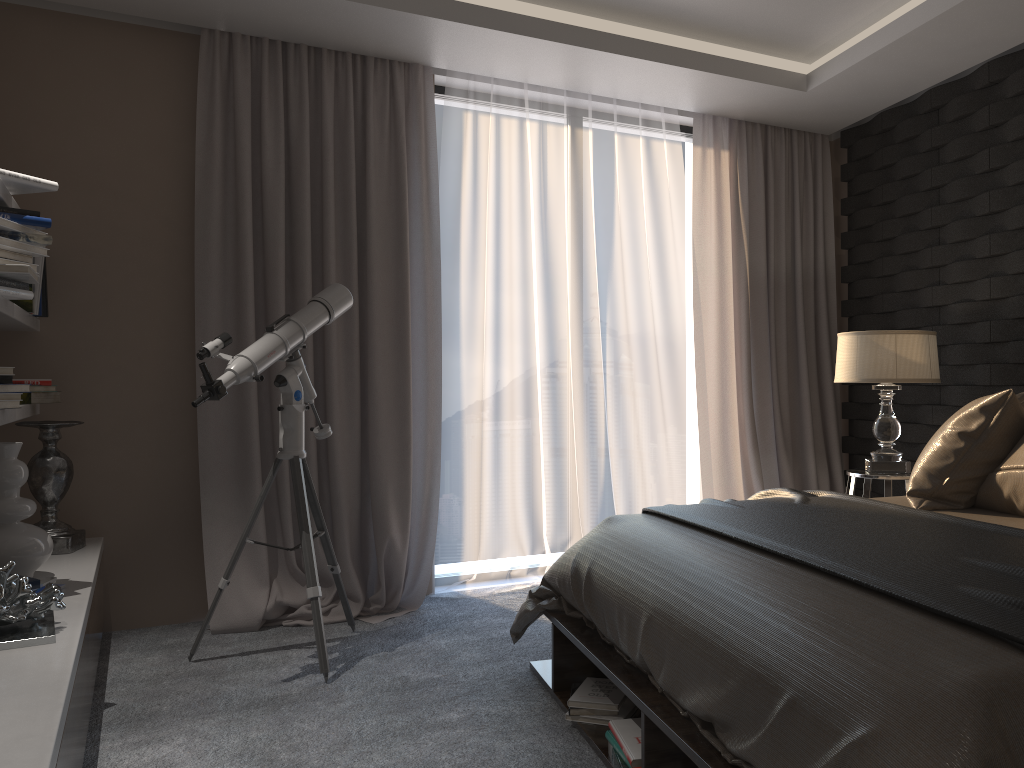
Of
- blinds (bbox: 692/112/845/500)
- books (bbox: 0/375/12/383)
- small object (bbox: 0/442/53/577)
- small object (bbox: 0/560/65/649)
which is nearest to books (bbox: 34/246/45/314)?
small object (bbox: 0/442/53/577)

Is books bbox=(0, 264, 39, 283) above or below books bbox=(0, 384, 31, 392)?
above

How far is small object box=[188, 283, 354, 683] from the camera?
3.1 meters

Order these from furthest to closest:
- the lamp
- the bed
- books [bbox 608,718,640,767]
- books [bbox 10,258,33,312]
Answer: the lamp, books [bbox 10,258,33,312], books [bbox 608,718,640,767], the bed

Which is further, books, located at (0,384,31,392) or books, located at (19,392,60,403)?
books, located at (19,392,60,403)

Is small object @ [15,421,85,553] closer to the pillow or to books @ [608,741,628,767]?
books @ [608,741,628,767]

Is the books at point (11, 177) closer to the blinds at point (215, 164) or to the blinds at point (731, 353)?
the blinds at point (215, 164)

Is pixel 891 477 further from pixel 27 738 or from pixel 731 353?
pixel 27 738

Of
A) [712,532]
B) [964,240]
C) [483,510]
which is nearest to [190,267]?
[483,510]

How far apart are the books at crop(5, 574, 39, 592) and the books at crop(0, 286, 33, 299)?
0.9m
